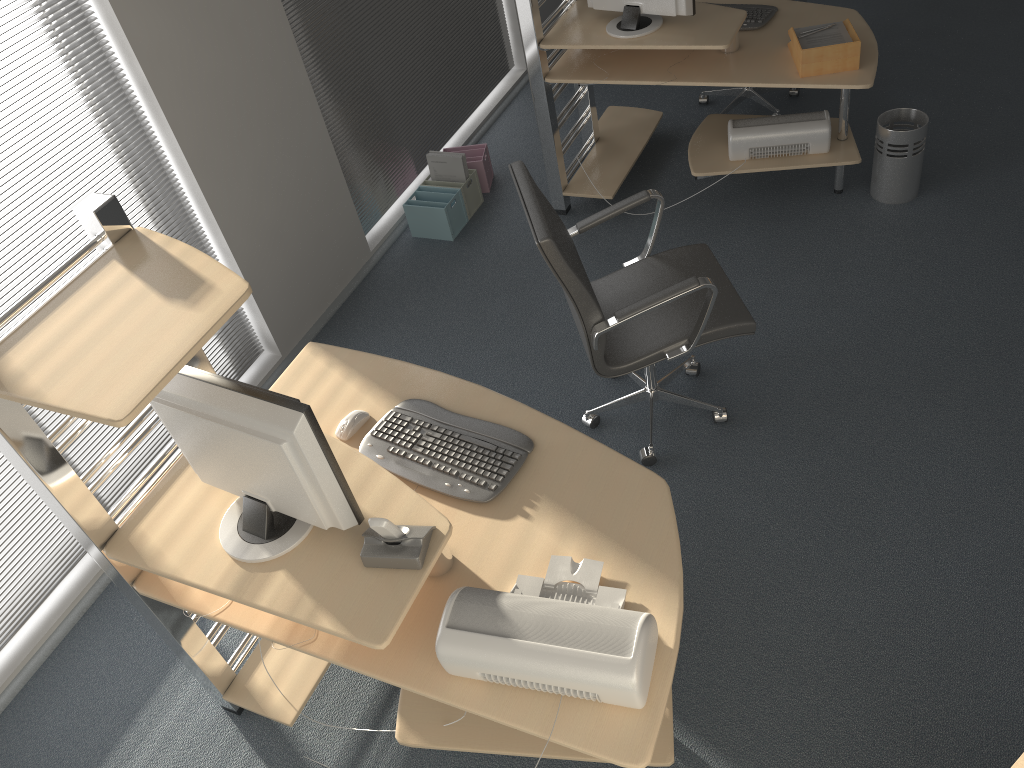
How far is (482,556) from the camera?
2.15m

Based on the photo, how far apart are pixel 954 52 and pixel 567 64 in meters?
2.4

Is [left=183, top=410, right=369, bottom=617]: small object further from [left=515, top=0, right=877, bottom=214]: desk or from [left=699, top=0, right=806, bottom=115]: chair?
[left=699, top=0, right=806, bottom=115]: chair

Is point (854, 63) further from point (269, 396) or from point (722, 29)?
point (269, 396)

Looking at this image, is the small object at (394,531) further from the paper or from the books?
the books

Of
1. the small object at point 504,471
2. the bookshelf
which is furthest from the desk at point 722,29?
the bookshelf

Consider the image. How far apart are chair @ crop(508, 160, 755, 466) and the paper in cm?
109

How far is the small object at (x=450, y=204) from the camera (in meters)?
4.44

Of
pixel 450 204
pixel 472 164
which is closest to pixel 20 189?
pixel 450 204

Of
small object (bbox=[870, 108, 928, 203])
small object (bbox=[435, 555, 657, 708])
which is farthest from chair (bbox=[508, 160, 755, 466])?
small object (bbox=[870, 108, 928, 203])
